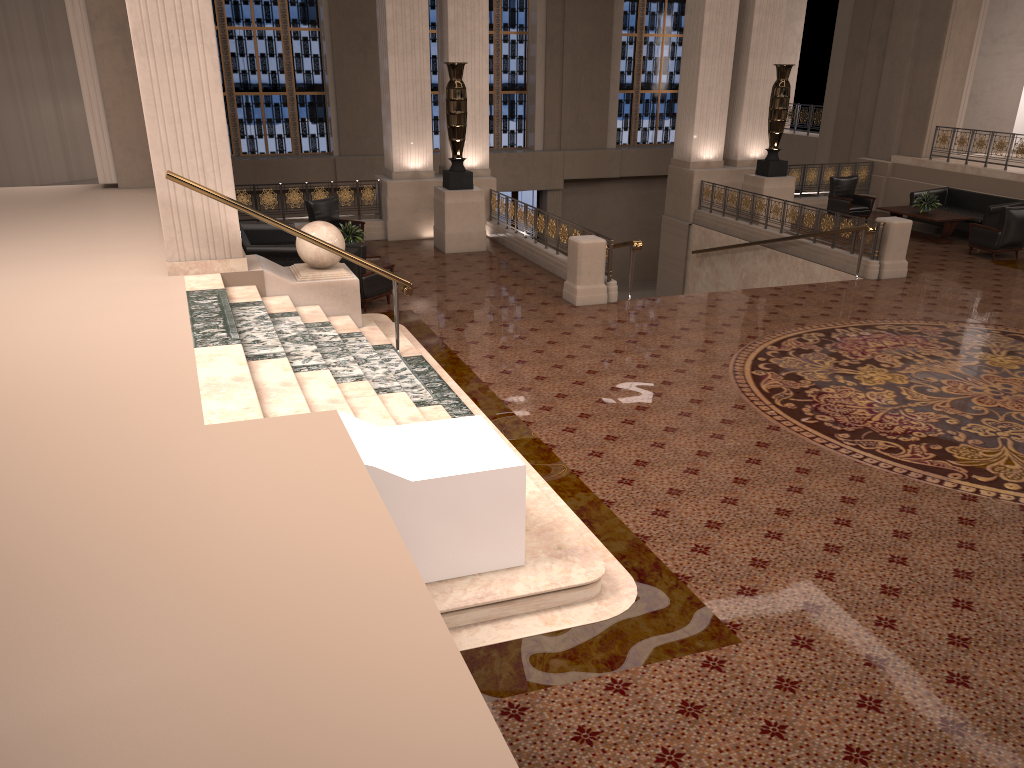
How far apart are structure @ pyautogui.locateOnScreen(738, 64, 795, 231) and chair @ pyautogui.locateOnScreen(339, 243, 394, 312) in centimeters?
815cm

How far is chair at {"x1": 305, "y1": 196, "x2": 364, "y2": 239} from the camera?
14.1m

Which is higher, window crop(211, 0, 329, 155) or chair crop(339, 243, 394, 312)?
window crop(211, 0, 329, 155)

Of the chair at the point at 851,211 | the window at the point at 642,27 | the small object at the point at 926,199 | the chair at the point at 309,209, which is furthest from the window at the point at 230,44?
the small object at the point at 926,199

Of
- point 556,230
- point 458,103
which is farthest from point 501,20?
point 556,230

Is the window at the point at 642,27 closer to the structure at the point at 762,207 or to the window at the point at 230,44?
the window at the point at 230,44

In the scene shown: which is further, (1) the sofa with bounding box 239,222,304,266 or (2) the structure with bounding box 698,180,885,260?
(2) the structure with bounding box 698,180,885,260

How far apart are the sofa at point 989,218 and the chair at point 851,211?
0.8 meters

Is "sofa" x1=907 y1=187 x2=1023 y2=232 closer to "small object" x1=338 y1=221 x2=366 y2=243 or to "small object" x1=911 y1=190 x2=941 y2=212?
"small object" x1=911 y1=190 x2=941 y2=212

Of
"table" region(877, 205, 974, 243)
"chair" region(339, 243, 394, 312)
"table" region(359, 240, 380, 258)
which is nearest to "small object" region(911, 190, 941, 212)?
"table" region(877, 205, 974, 243)
